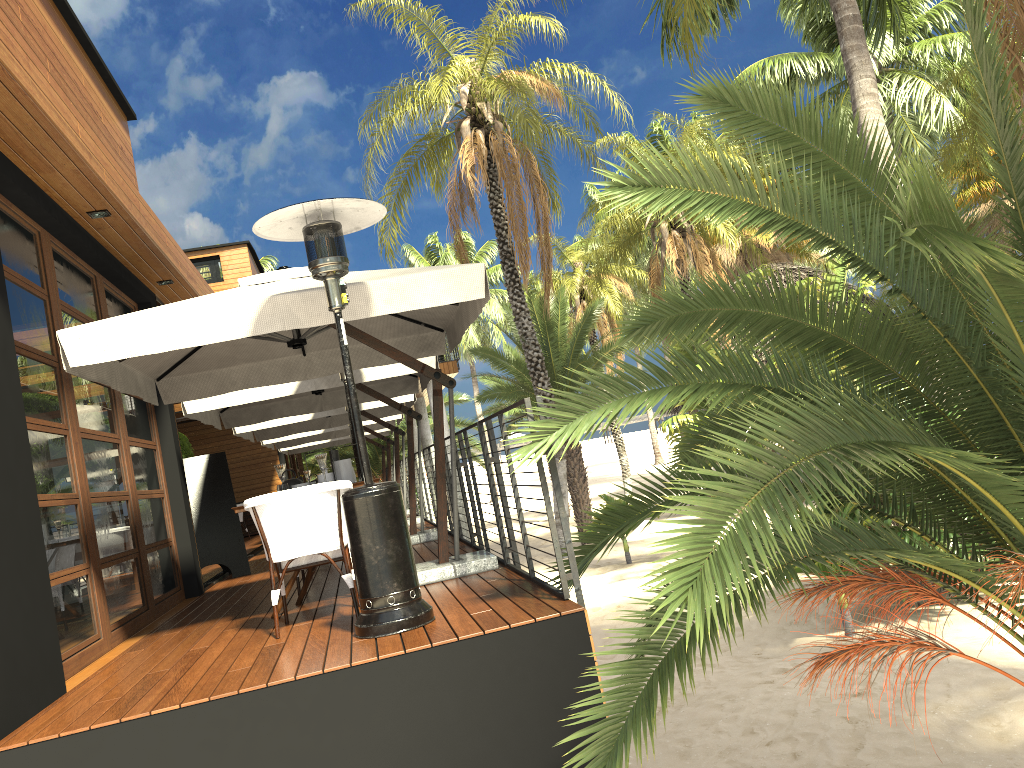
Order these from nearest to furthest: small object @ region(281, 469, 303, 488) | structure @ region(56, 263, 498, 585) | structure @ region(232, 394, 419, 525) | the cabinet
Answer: structure @ region(56, 263, 498, 585) < small object @ region(281, 469, 303, 488) < structure @ region(232, 394, 419, 525) < the cabinet

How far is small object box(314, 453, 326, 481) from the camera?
5.8m

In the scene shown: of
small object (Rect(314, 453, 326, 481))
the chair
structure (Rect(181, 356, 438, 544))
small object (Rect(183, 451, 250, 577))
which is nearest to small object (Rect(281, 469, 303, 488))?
small object (Rect(314, 453, 326, 481))

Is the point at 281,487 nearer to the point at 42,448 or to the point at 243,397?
the point at 42,448

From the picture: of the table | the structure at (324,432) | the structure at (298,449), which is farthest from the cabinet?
the table

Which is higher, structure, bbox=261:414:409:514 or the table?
structure, bbox=261:414:409:514

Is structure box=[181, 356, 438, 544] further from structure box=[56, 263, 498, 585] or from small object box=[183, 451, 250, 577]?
structure box=[56, 263, 498, 585]

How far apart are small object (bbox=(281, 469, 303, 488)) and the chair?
0.66m

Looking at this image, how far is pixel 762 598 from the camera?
3.35m

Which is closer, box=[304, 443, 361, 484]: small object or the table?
box=[304, 443, 361, 484]: small object
